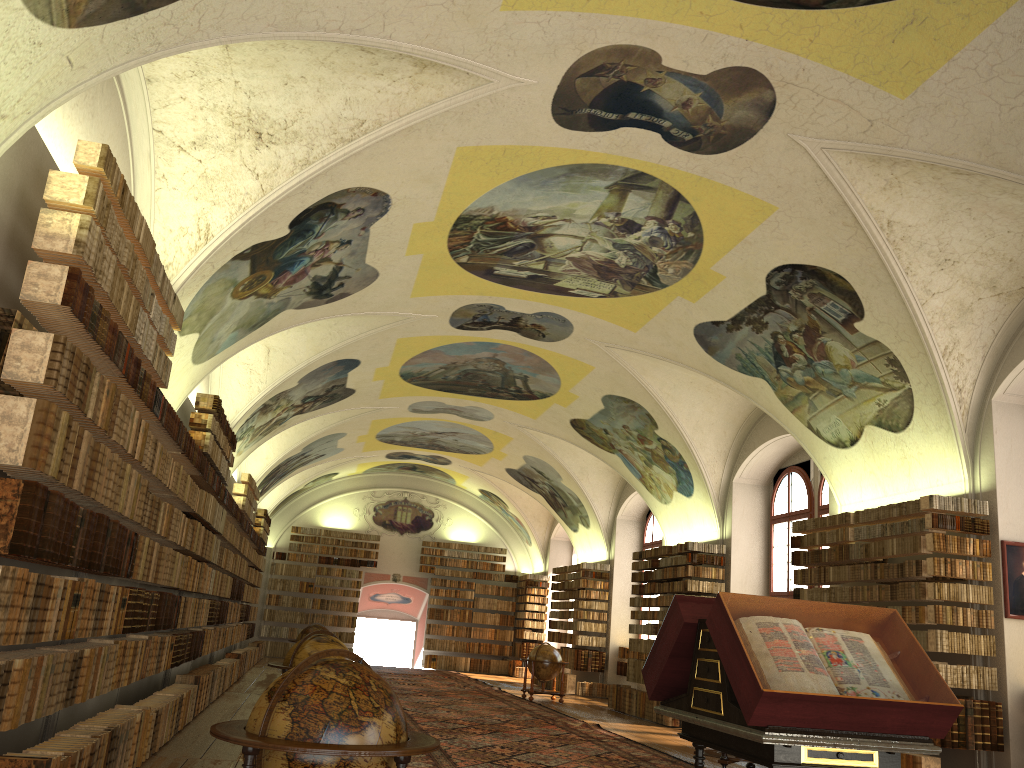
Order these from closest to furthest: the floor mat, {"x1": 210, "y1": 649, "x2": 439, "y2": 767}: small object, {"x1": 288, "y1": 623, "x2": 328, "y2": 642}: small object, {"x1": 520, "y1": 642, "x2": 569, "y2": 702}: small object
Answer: {"x1": 210, "y1": 649, "x2": 439, "y2": 767}: small object → the floor mat → {"x1": 288, "y1": 623, "x2": 328, "y2": 642}: small object → {"x1": 520, "y1": 642, "x2": 569, "y2": 702}: small object

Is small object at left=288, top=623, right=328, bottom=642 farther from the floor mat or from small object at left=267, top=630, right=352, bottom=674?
small object at left=267, top=630, right=352, bottom=674

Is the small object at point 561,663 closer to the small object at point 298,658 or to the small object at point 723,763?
the small object at point 723,763

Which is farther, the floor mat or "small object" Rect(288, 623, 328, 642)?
"small object" Rect(288, 623, 328, 642)

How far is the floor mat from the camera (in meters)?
11.67

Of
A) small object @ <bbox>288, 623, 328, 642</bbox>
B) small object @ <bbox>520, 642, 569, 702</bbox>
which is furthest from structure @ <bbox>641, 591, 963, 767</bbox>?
small object @ <bbox>288, 623, 328, 642</bbox>

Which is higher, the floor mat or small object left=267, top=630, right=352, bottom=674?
small object left=267, top=630, right=352, bottom=674

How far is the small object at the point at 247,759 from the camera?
4.50m

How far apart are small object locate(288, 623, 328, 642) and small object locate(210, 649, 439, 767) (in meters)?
17.08

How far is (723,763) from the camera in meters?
11.7
